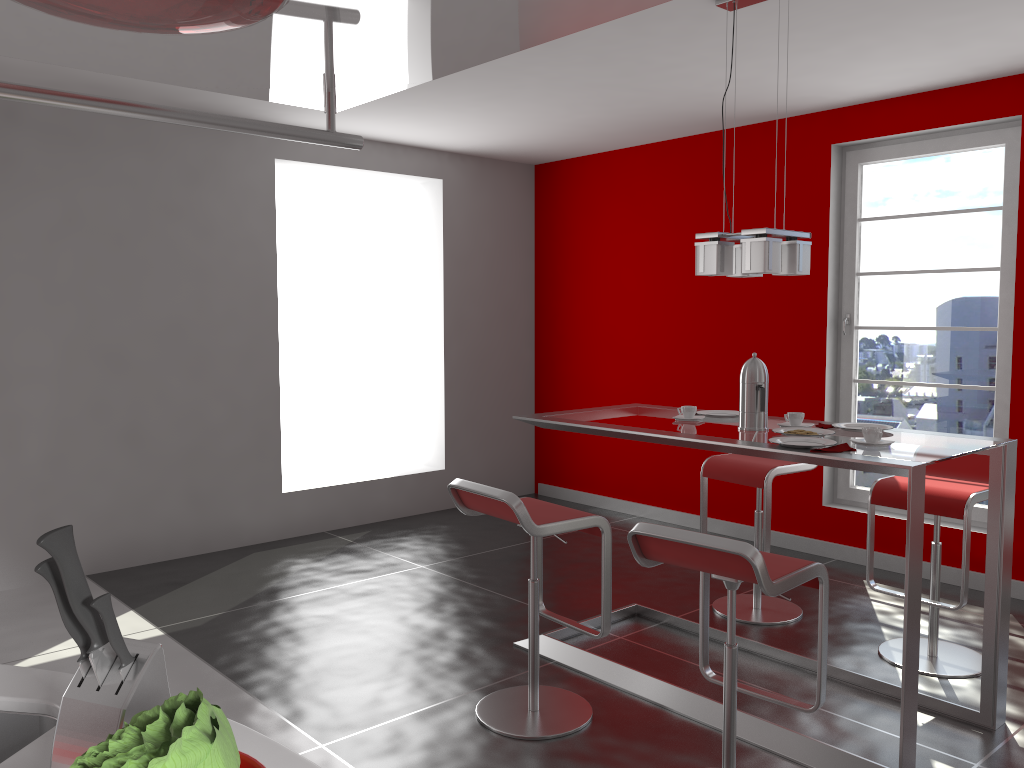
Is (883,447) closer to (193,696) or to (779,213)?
(193,696)

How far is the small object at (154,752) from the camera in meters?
0.7

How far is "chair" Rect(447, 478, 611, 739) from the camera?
2.9 meters

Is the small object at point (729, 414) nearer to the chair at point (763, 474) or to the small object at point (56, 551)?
the chair at point (763, 474)

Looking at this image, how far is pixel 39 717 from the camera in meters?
1.3

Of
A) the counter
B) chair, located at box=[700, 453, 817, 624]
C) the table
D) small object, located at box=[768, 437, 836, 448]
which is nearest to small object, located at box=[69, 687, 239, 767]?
the counter

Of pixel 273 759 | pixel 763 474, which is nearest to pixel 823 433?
pixel 763 474

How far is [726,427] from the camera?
3.4 meters

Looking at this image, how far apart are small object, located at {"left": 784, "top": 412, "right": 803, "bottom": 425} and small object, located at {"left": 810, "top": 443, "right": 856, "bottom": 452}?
0.5m

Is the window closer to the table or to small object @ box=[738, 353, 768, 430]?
the table
